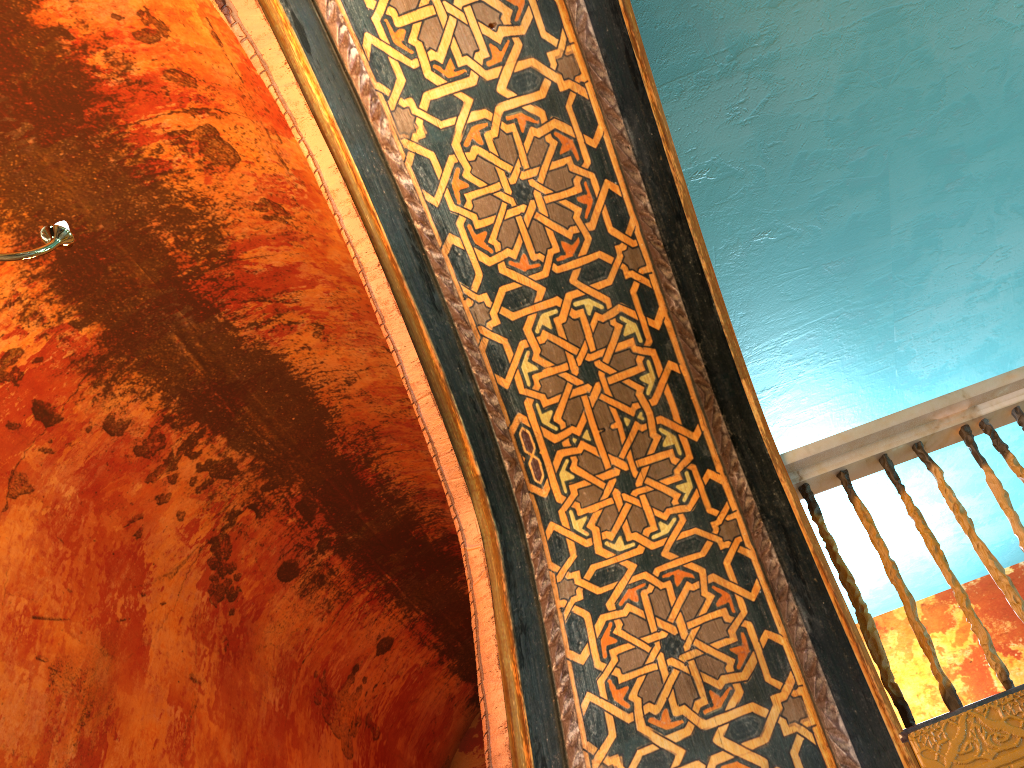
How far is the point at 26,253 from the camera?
2.13m

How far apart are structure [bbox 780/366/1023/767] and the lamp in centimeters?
229cm

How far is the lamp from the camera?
2.1 meters

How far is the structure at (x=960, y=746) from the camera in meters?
2.2

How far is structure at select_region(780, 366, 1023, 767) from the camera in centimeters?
218cm

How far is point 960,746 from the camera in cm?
218

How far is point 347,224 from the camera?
3.29m

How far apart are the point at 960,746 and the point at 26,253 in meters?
2.6

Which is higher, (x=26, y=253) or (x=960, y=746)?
(x=26, y=253)
